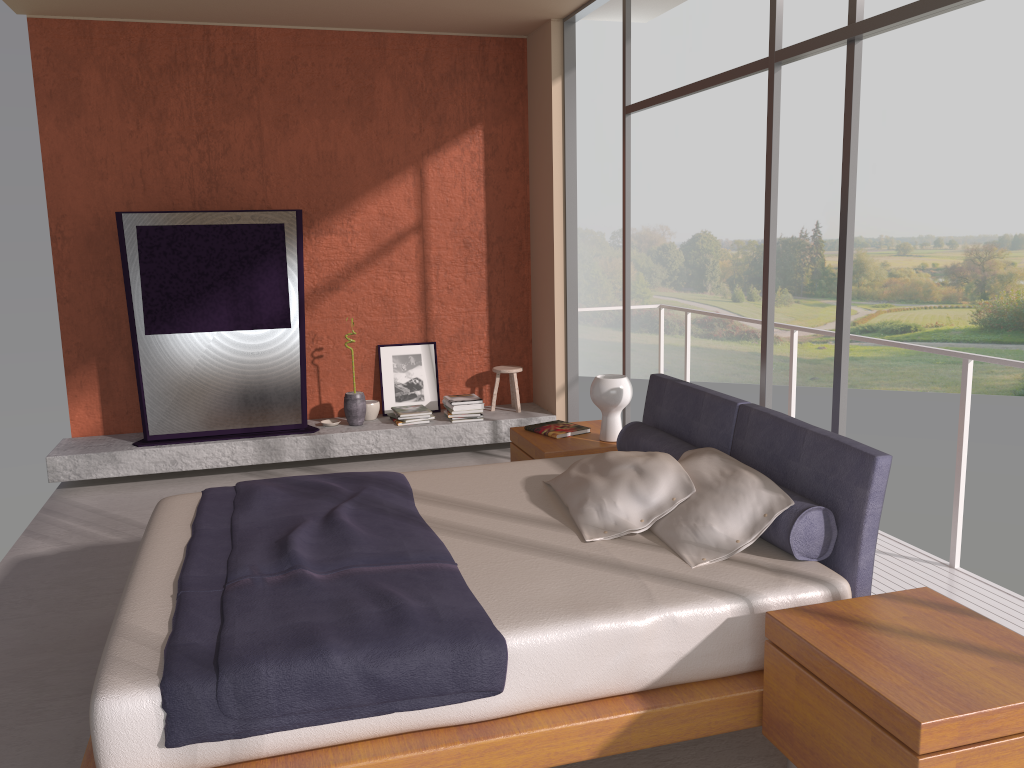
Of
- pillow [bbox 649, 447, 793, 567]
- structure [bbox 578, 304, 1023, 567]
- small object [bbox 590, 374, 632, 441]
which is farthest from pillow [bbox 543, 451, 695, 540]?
structure [bbox 578, 304, 1023, 567]

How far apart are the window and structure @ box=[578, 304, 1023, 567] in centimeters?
71cm

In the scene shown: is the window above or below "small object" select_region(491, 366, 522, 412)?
above

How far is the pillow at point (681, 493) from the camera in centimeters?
323cm

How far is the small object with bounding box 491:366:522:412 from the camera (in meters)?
6.89

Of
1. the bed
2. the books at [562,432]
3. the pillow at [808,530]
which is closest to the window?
the bed

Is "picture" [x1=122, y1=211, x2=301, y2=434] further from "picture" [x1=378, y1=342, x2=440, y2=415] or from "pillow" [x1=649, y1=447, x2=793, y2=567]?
"pillow" [x1=649, y1=447, x2=793, y2=567]

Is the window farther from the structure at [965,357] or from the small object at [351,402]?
the small object at [351,402]

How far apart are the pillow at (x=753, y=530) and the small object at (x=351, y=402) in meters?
3.4 m

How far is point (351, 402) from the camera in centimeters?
651cm
